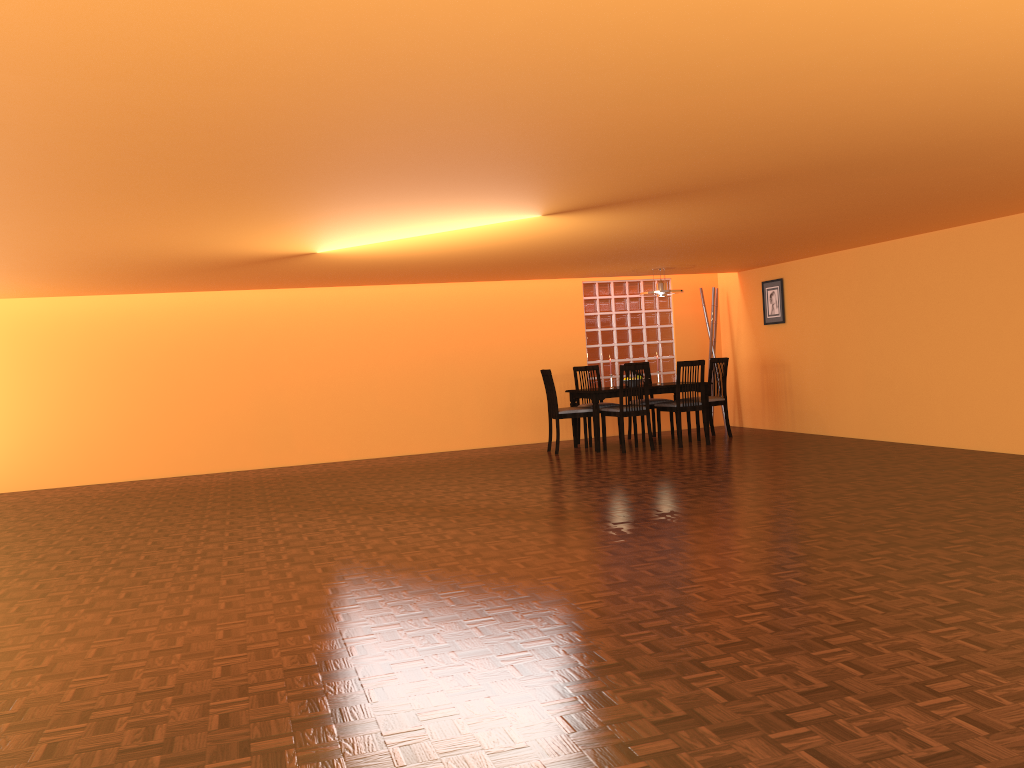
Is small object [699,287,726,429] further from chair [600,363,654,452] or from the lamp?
chair [600,363,654,452]

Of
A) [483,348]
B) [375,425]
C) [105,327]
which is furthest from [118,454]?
A: [483,348]

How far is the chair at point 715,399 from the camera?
8.78m

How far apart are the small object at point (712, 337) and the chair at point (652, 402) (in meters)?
1.24

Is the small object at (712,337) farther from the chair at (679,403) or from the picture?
the chair at (679,403)

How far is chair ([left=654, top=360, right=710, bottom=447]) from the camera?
8.2 meters

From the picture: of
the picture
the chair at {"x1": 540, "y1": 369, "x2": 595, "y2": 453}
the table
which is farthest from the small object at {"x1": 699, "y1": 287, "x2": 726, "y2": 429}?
the chair at {"x1": 540, "y1": 369, "x2": 595, "y2": 453}

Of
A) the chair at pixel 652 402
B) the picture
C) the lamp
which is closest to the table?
the chair at pixel 652 402

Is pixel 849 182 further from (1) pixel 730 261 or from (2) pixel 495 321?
(2) pixel 495 321

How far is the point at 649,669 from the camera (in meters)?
2.55
